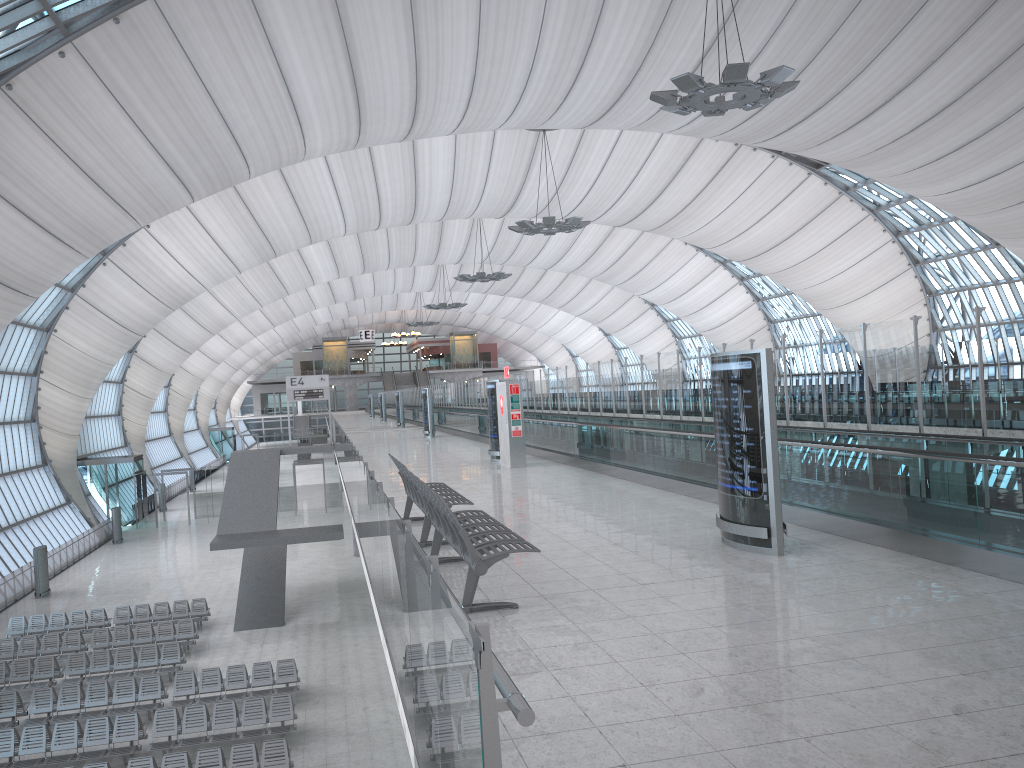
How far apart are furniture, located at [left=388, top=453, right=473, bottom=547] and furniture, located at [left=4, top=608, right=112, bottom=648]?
18.6 meters

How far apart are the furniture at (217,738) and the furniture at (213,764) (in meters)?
0.92

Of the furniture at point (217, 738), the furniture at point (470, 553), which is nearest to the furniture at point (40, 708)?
the furniture at point (217, 738)

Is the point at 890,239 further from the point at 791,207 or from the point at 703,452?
the point at 703,452

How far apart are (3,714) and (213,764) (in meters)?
6.67

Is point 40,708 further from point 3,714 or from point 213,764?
point 213,764

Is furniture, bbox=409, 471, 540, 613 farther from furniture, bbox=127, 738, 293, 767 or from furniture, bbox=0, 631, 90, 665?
furniture, bbox=0, 631, 90, 665

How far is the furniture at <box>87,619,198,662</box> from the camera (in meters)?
23.55

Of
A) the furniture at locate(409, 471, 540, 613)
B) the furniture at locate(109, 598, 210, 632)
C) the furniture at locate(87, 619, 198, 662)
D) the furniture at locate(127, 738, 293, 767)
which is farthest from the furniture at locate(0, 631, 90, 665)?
the furniture at locate(409, 471, 540, 613)

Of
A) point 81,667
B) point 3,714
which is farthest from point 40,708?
point 81,667
